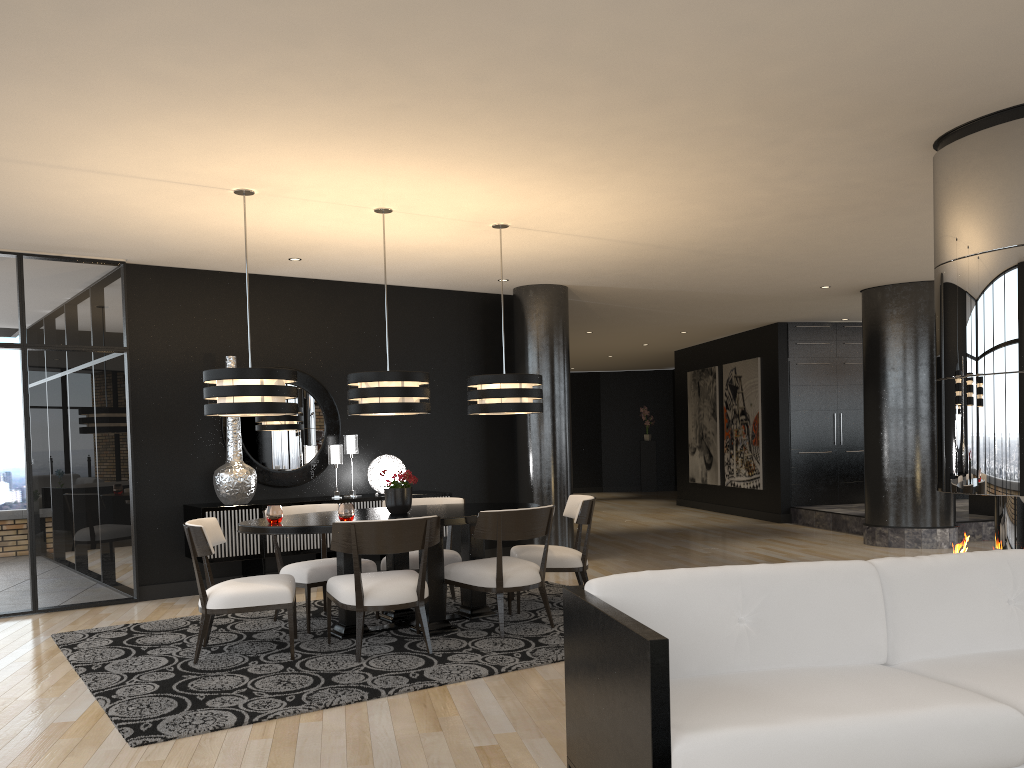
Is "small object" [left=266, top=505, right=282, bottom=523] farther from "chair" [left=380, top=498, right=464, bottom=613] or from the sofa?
the sofa

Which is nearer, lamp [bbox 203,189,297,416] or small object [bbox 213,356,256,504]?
lamp [bbox 203,189,297,416]

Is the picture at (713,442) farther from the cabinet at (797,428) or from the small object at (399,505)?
the small object at (399,505)

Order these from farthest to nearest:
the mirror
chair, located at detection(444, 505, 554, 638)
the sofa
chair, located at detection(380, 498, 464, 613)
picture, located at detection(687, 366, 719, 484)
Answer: picture, located at detection(687, 366, 719, 484), the mirror, chair, located at detection(380, 498, 464, 613), chair, located at detection(444, 505, 554, 638), the sofa

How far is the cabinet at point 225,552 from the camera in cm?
688

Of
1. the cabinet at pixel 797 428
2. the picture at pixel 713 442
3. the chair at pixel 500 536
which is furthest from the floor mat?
the picture at pixel 713 442

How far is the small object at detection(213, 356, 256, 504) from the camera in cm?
703

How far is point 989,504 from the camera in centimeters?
998cm

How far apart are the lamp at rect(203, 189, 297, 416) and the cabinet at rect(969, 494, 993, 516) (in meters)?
8.24

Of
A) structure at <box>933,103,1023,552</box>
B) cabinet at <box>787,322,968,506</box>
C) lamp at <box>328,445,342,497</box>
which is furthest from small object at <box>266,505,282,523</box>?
cabinet at <box>787,322,968,506</box>
